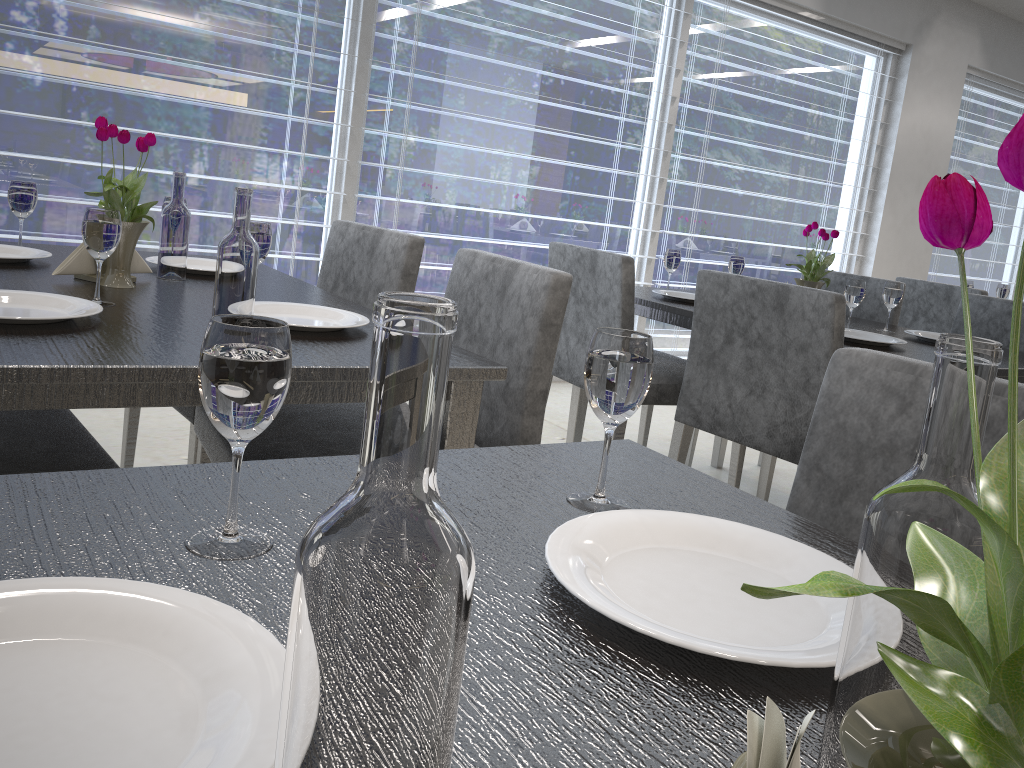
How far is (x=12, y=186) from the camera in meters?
1.7

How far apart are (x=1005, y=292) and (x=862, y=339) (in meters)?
2.25

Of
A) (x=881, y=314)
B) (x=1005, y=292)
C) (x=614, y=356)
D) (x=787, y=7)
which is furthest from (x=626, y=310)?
(x=787, y=7)

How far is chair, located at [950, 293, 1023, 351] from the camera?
2.6 meters

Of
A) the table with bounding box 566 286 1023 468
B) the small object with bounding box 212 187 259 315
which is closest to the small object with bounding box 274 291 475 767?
the small object with bounding box 212 187 259 315

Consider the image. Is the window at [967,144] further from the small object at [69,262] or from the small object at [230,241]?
the small object at [230,241]

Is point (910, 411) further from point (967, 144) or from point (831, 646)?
point (967, 144)

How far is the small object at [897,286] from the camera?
2.42m

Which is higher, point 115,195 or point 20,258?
point 115,195

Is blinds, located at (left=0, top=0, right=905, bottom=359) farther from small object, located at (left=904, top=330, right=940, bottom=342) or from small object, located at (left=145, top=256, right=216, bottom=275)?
small object, located at (left=145, top=256, right=216, bottom=275)
